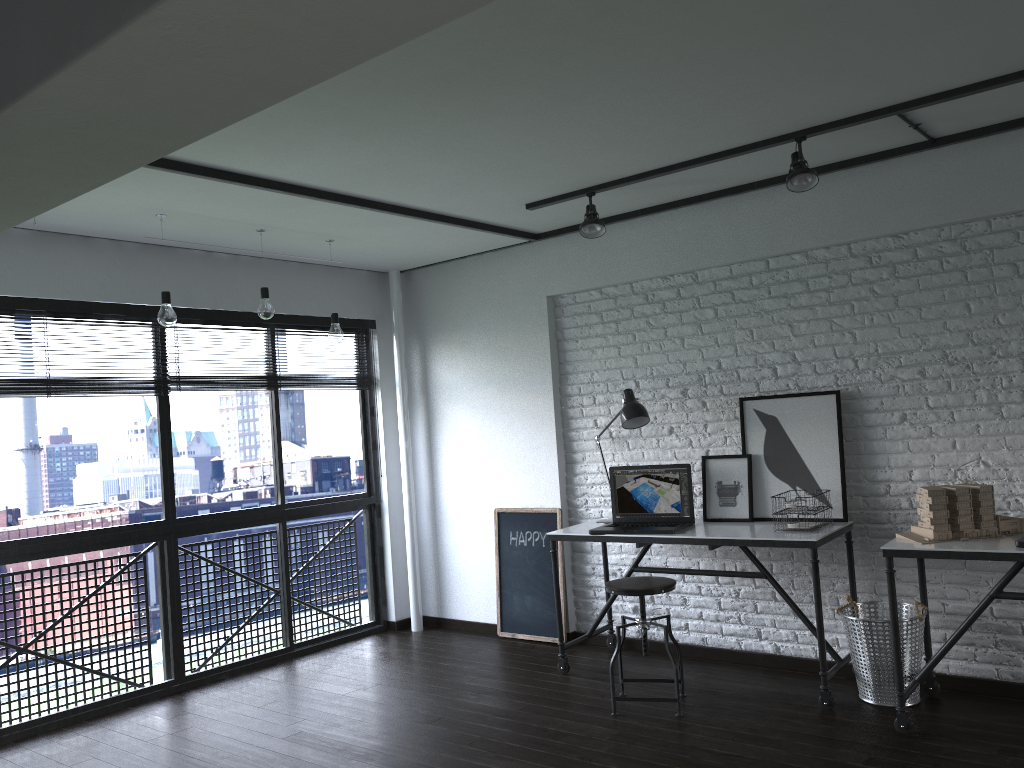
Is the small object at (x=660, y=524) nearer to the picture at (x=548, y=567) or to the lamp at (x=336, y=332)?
the picture at (x=548, y=567)

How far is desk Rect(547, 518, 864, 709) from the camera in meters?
3.7 m

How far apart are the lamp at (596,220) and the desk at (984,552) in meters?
1.9 m

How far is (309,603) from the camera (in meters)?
5.54

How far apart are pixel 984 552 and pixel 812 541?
0.68m

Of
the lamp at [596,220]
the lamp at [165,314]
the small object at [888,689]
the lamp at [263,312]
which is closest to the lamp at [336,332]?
the lamp at [263,312]

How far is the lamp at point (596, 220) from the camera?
4.2m

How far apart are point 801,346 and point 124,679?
3.8 meters

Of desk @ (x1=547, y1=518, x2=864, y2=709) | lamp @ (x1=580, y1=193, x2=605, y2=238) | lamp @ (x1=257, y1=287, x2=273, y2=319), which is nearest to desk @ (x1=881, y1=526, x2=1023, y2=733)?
desk @ (x1=547, y1=518, x2=864, y2=709)

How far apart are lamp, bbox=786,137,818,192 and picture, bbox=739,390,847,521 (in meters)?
1.03
